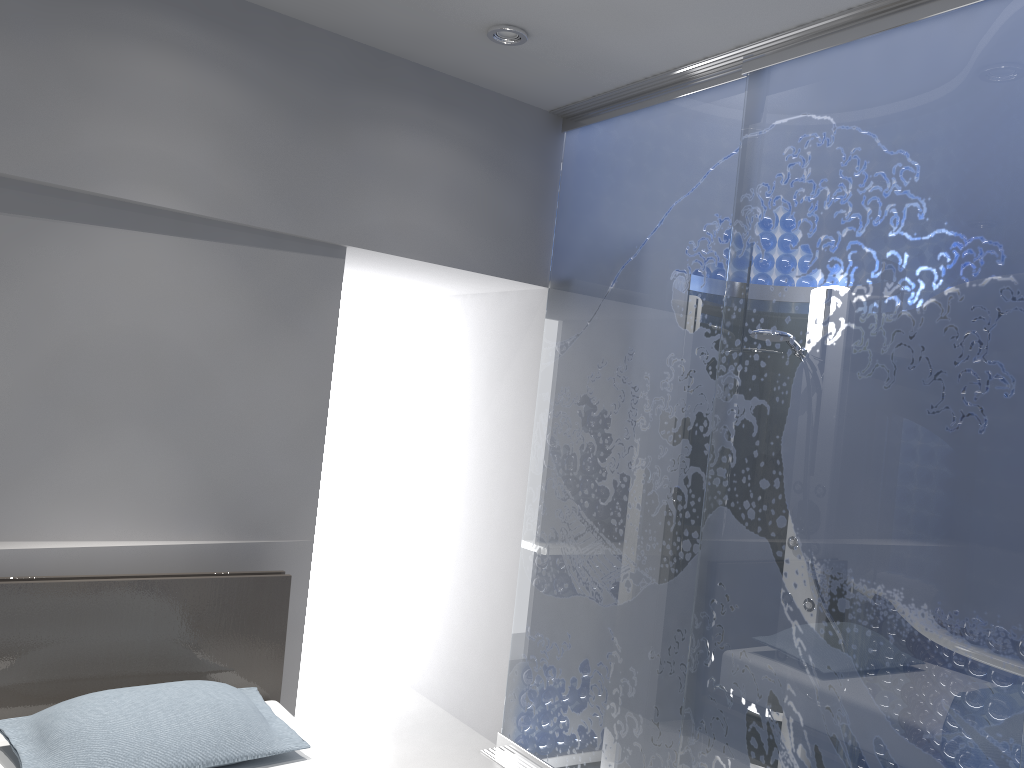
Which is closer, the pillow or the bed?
the pillow

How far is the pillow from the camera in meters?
2.2 m

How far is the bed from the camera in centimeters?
255cm

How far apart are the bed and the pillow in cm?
4

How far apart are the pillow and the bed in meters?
0.0

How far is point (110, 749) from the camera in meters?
2.2 m

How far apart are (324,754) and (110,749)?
0.6 meters

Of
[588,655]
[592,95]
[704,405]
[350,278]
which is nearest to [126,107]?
[350,278]
